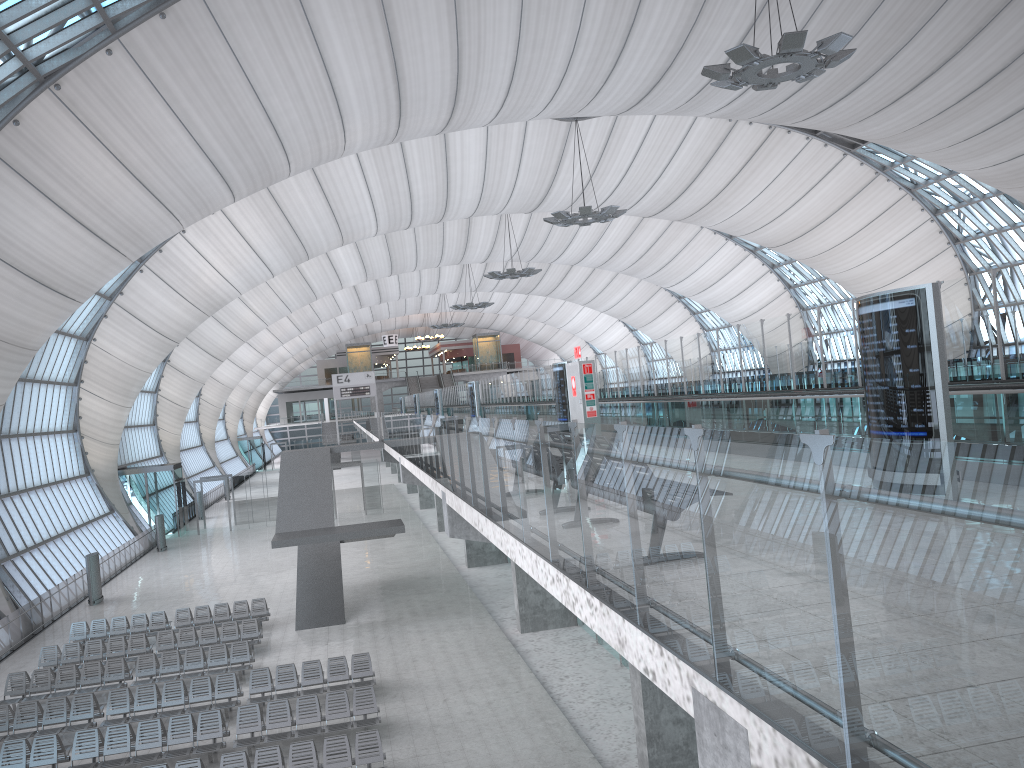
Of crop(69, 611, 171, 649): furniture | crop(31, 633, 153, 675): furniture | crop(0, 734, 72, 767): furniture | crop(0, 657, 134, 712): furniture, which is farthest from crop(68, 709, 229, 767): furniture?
Answer: crop(69, 611, 171, 649): furniture

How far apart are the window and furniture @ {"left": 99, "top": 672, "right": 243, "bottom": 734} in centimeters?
1286cm

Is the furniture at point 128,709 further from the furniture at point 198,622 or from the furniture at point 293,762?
the furniture at point 198,622

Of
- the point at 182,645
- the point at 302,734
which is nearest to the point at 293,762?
the point at 302,734

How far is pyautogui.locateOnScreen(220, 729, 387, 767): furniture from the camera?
14.4 meters

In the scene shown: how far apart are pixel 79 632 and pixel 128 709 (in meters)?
8.29

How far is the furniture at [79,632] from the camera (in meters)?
25.32

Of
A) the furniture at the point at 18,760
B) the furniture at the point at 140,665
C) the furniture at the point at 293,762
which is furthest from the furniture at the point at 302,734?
the furniture at the point at 140,665

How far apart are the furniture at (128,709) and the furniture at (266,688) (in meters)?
0.28

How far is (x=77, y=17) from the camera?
21.1m
